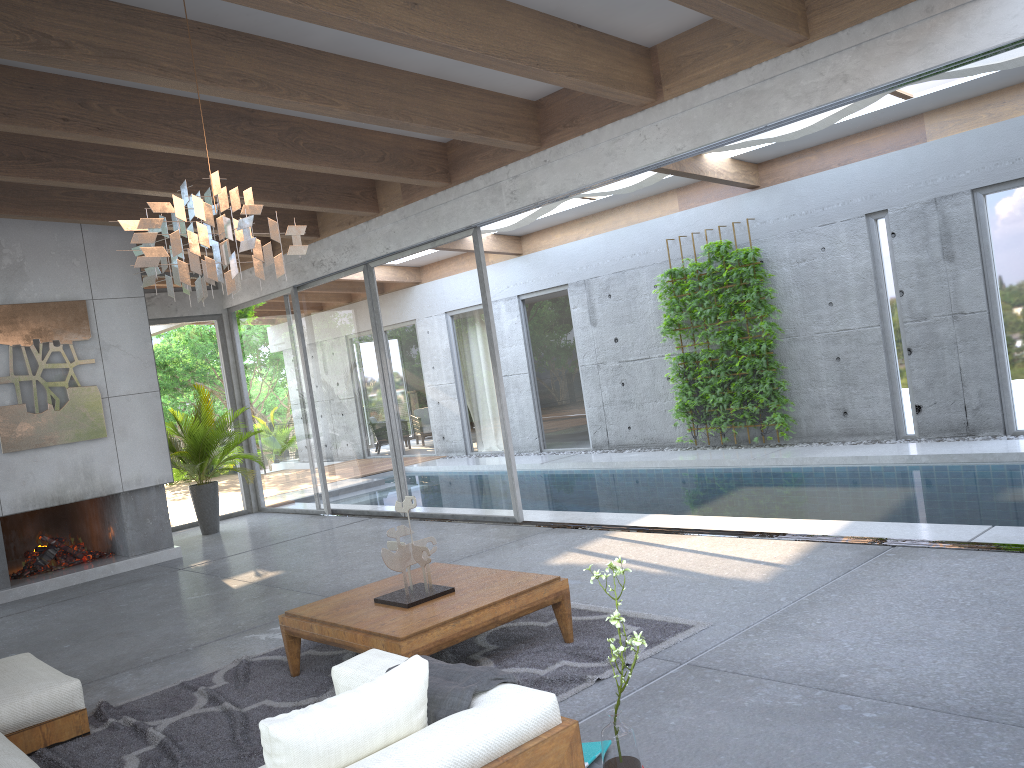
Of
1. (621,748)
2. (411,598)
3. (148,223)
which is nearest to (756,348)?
(411,598)

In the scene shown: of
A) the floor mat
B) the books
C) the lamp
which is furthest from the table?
the lamp

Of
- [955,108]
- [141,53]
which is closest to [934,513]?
[955,108]

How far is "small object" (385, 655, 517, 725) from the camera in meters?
2.5

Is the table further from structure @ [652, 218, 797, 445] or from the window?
structure @ [652, 218, 797, 445]

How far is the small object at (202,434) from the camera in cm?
1021

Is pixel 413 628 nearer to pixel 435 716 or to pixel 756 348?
pixel 435 716

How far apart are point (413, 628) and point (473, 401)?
→ 4.6m

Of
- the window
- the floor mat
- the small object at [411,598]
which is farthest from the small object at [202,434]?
the small object at [411,598]

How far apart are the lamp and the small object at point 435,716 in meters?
1.8 m
